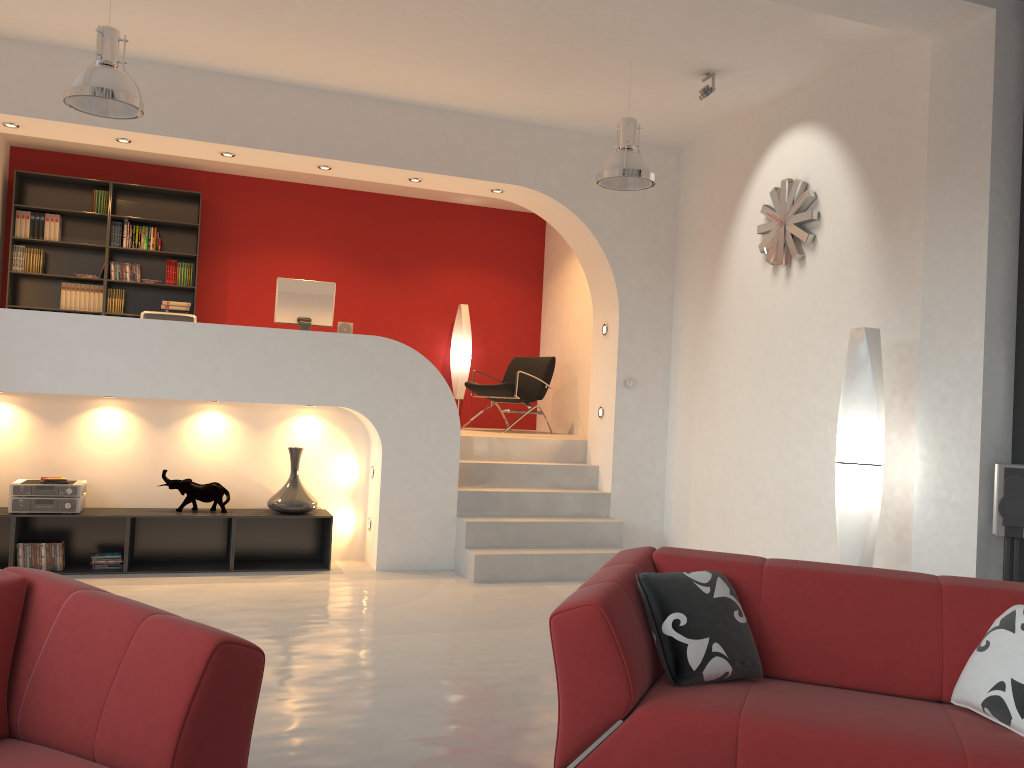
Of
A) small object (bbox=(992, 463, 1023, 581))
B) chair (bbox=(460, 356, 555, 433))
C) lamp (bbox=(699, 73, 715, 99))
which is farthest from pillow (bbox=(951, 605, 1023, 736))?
chair (bbox=(460, 356, 555, 433))

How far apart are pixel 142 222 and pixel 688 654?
7.6 meters

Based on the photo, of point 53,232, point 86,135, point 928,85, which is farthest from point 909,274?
→ point 53,232

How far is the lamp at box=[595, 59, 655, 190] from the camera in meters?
5.4

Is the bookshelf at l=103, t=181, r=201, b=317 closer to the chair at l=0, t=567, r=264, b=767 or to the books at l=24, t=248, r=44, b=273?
the books at l=24, t=248, r=44, b=273

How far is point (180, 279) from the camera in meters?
8.7 m

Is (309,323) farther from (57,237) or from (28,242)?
(28,242)

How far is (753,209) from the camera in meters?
6.4 m

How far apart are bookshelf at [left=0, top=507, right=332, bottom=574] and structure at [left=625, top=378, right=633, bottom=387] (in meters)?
2.61

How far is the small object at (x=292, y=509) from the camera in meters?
6.4 m
